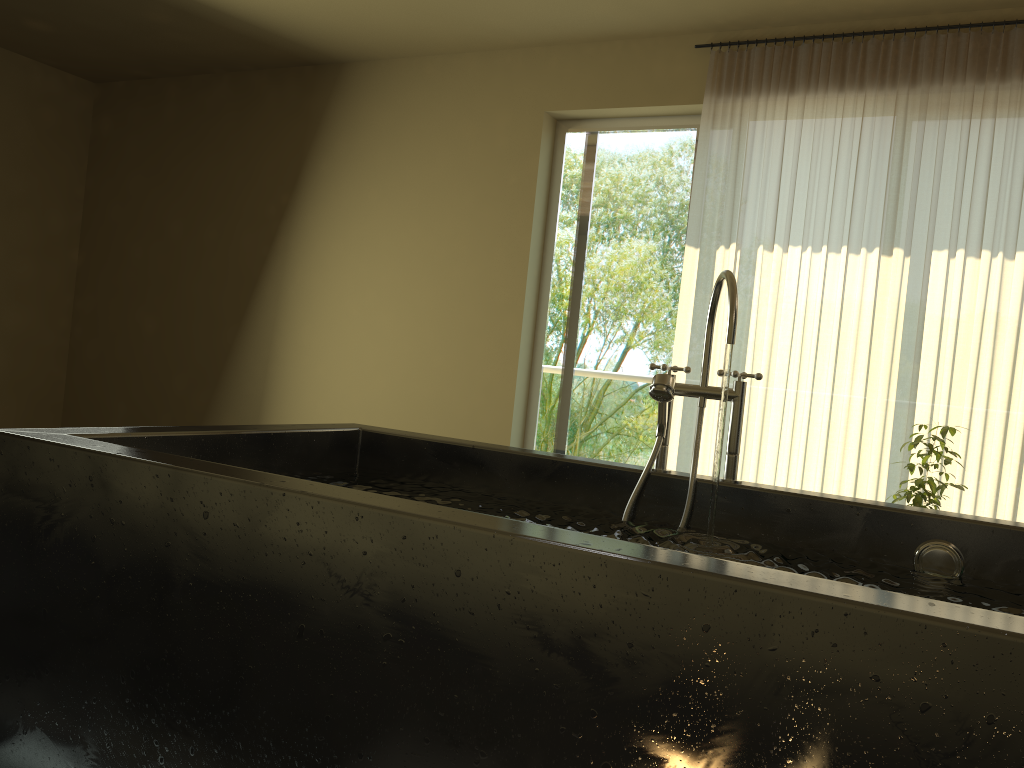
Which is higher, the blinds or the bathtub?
the blinds

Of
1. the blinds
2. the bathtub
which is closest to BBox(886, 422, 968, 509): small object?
the blinds

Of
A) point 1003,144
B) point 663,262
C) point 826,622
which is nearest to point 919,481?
point 1003,144

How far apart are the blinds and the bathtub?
2.1 meters

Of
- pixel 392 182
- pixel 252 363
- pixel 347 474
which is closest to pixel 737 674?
pixel 347 474

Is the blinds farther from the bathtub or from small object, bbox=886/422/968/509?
the bathtub

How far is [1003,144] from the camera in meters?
3.7

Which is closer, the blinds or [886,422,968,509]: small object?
[886,422,968,509]: small object

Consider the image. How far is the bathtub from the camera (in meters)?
0.93

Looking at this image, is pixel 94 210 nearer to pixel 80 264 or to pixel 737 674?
pixel 80 264
